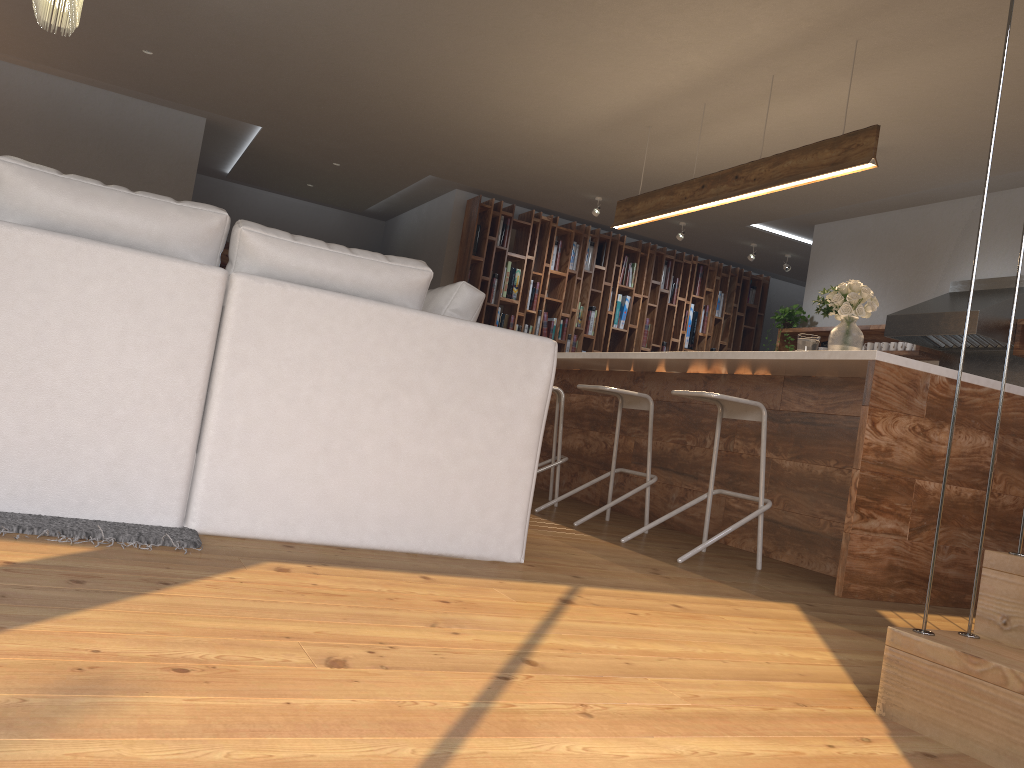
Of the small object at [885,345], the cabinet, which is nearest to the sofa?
the cabinet

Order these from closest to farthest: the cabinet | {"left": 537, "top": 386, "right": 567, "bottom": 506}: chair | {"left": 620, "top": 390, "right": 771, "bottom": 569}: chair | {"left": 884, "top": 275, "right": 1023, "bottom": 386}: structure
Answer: the cabinet
{"left": 620, "top": 390, "right": 771, "bottom": 569}: chair
{"left": 537, "top": 386, "right": 567, "bottom": 506}: chair
{"left": 884, "top": 275, "right": 1023, "bottom": 386}: structure

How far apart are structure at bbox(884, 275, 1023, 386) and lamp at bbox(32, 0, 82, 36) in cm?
563

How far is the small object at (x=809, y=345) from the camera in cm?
456

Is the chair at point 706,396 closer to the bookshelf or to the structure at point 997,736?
the structure at point 997,736

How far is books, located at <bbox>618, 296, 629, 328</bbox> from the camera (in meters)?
9.85

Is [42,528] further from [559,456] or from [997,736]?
Answer: [559,456]

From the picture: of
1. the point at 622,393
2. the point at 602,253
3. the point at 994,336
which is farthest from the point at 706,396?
the point at 602,253

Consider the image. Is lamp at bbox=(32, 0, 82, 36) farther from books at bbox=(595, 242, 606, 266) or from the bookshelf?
books at bbox=(595, 242, 606, 266)

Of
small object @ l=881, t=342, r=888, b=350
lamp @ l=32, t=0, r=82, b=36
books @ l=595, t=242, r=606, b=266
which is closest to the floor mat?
lamp @ l=32, t=0, r=82, b=36
